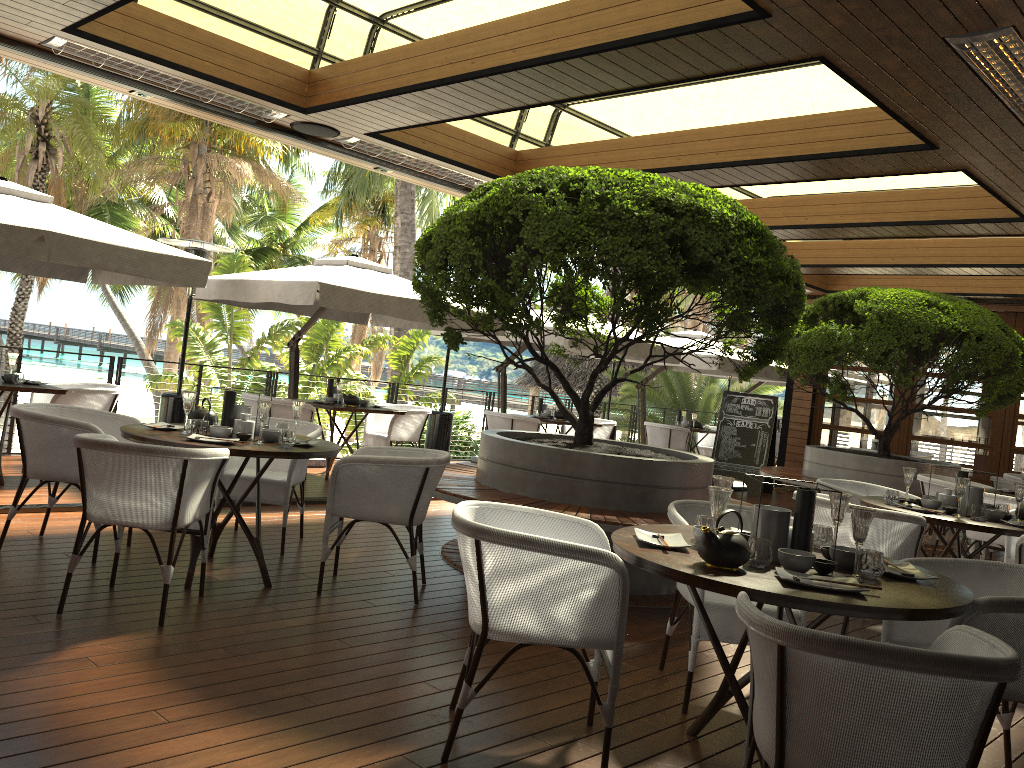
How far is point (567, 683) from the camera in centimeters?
376cm

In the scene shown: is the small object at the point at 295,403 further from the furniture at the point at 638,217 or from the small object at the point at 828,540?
the small object at the point at 828,540

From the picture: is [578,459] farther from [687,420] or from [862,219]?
[687,420]

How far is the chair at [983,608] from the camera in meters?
2.8

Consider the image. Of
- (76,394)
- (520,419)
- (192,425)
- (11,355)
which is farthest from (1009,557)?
(11,355)

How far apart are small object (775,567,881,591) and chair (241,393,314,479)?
6.44m

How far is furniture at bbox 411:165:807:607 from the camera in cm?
486

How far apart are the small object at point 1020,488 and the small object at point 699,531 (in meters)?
3.14

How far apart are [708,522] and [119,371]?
7.2 meters

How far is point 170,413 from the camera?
8.21m
